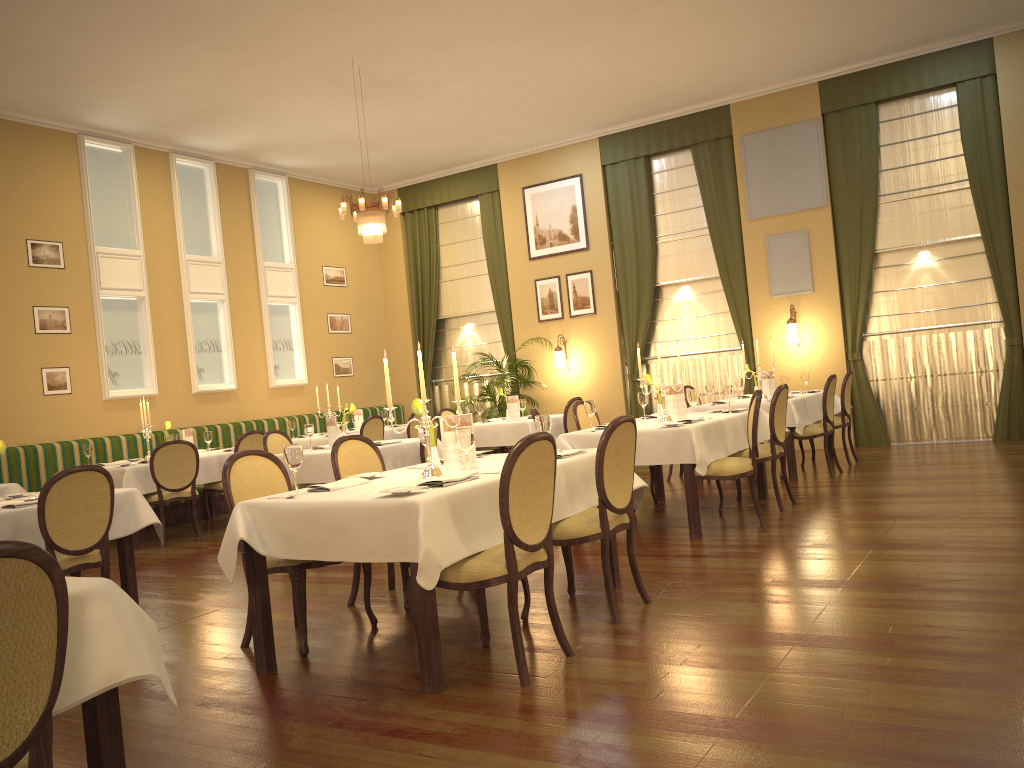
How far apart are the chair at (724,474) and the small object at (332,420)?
3.2m

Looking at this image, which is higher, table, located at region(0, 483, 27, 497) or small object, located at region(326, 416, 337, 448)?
small object, located at region(326, 416, 337, 448)

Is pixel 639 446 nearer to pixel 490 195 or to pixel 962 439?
pixel 962 439

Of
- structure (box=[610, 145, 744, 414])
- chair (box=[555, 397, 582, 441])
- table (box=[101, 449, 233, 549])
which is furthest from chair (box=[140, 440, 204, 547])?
structure (box=[610, 145, 744, 414])

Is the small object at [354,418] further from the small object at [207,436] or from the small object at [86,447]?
the small object at [86,447]

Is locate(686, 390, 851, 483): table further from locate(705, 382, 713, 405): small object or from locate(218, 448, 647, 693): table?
locate(218, 448, 647, 693): table

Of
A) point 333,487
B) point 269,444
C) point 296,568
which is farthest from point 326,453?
point 333,487

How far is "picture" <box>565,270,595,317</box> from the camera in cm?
1232

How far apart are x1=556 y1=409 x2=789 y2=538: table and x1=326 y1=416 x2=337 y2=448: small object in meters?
2.2 m

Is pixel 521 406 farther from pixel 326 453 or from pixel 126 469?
pixel 126 469
